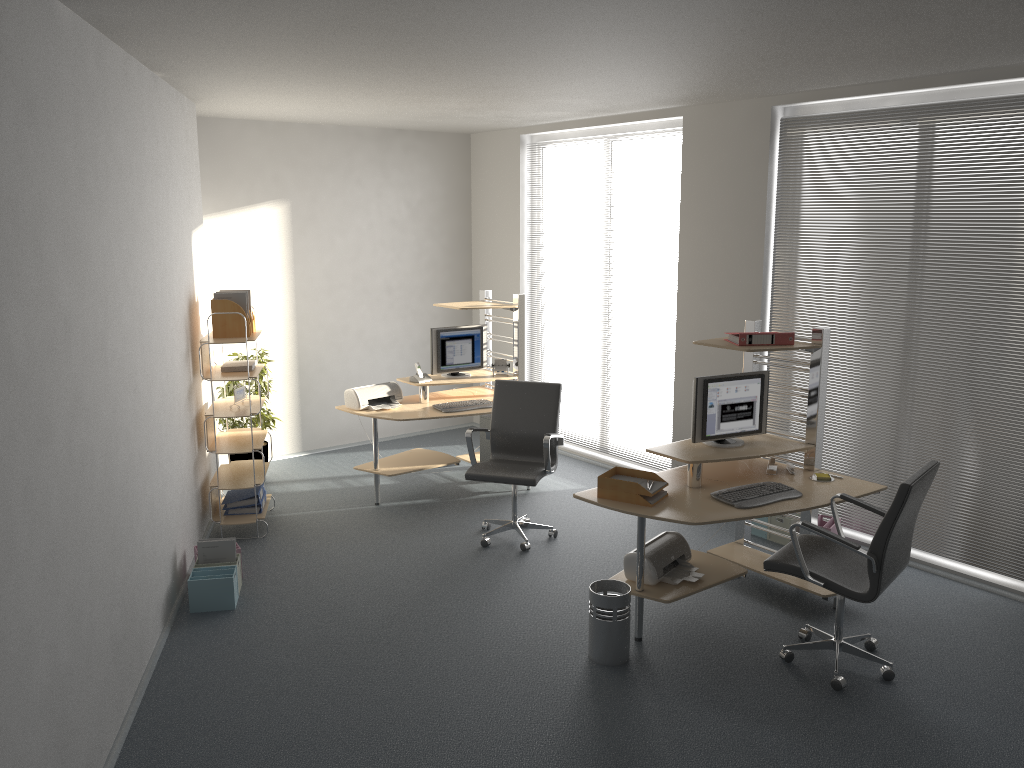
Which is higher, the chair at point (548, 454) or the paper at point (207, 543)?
the chair at point (548, 454)

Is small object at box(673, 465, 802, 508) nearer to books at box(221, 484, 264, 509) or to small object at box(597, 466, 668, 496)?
small object at box(597, 466, 668, 496)

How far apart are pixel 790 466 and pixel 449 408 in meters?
2.7

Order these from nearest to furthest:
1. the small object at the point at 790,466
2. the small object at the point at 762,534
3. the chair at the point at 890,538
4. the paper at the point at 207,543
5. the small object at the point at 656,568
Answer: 1. the chair at the point at 890,538
2. the small object at the point at 656,568
3. the small object at the point at 790,466
4. the paper at the point at 207,543
5. the small object at the point at 762,534

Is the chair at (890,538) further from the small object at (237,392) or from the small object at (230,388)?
the small object at (230,388)

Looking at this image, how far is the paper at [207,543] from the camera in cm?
521

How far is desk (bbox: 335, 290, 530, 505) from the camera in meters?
6.7

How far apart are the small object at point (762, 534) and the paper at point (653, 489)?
1.8 meters

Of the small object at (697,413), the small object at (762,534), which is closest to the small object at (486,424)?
the small object at (762,534)

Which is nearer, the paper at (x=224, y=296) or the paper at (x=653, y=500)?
the paper at (x=653, y=500)
